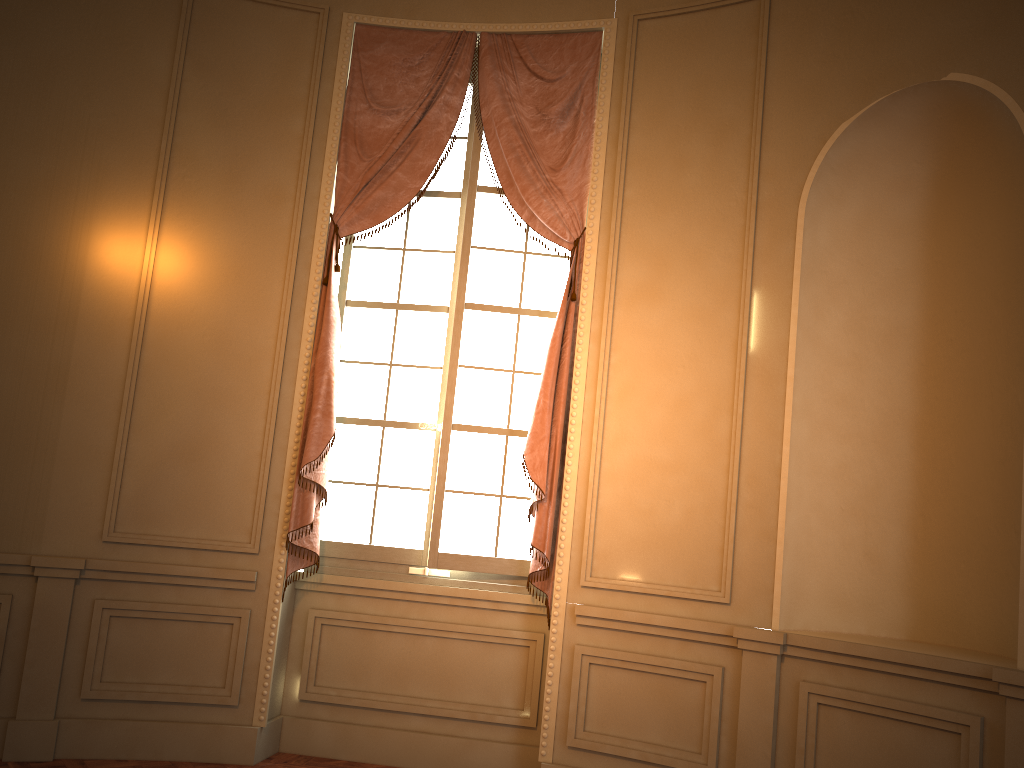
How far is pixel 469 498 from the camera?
4.4m

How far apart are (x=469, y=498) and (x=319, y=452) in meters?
0.8 m

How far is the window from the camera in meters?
4.4

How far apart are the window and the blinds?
0.09m

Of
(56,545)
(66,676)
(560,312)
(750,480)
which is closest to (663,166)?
(560,312)

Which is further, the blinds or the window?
the window

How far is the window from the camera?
4.4m

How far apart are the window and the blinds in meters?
0.1 m
